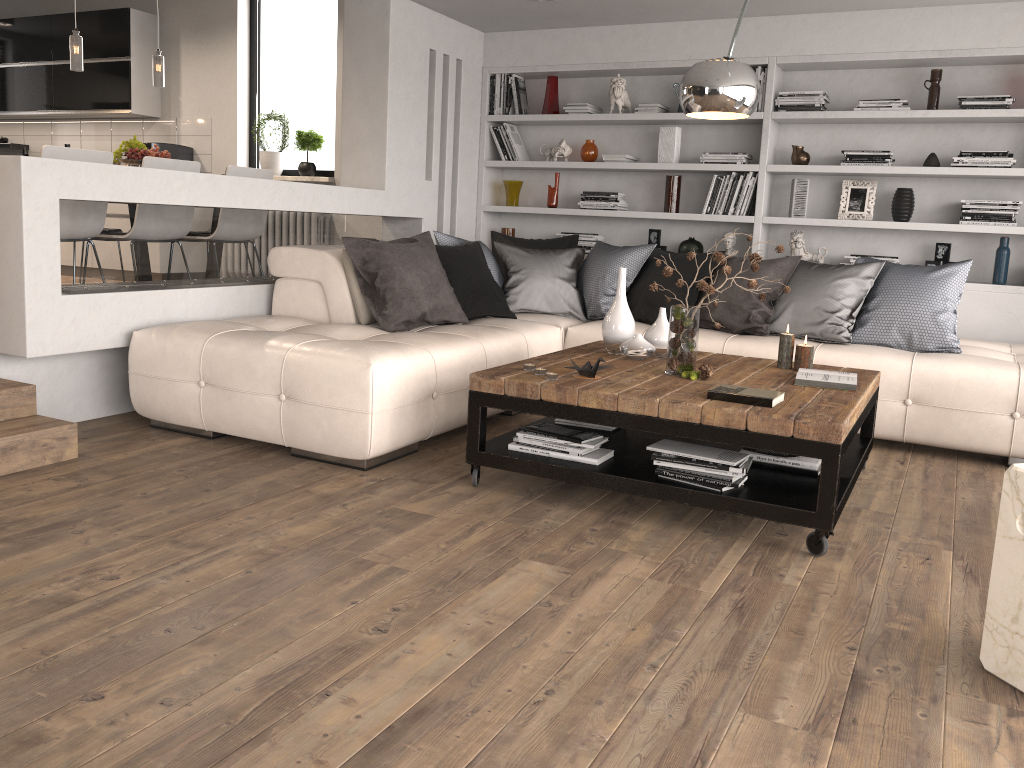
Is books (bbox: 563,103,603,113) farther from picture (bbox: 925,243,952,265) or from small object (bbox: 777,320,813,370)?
small object (bbox: 777,320,813,370)

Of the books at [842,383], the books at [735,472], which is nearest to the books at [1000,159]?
the books at [842,383]

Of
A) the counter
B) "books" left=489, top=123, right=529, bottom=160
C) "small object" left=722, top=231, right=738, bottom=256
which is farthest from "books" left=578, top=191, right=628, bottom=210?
the counter

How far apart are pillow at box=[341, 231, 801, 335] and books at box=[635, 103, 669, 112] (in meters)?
1.11

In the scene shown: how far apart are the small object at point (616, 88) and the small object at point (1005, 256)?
2.6 meters

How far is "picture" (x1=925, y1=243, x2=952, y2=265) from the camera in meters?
5.6

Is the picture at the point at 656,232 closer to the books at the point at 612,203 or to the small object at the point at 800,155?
the books at the point at 612,203

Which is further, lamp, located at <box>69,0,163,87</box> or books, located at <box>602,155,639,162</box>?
books, located at <box>602,155,639,162</box>

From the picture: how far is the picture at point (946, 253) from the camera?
5.56m

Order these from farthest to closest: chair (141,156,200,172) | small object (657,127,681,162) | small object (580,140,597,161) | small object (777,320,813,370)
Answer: small object (580,140,597,161) → small object (657,127,681,162) → chair (141,156,200,172) → small object (777,320,813,370)
